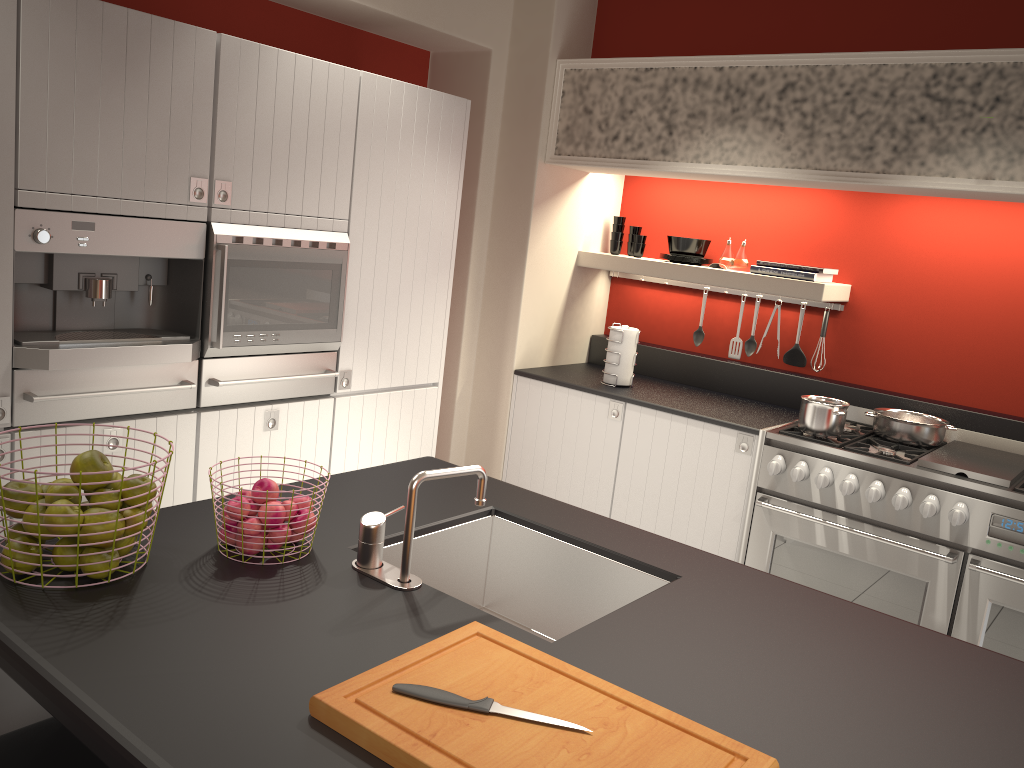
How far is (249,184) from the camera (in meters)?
3.14

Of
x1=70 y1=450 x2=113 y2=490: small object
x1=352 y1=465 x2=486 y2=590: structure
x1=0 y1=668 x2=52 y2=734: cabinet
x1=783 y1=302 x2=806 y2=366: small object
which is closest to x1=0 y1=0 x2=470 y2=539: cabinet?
x1=0 y1=668 x2=52 y2=734: cabinet

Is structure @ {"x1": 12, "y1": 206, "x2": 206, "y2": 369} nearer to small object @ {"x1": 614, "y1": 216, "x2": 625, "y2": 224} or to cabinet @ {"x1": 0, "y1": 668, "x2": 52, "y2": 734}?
cabinet @ {"x1": 0, "y1": 668, "x2": 52, "y2": 734}

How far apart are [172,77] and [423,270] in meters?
1.4

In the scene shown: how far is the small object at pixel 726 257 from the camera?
4.44m

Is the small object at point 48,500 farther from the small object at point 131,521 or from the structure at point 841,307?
the structure at point 841,307

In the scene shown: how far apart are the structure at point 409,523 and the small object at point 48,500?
0.54m

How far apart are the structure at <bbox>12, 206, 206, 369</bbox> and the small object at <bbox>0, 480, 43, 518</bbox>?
1.1 meters

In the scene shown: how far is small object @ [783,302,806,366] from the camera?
4.5 meters

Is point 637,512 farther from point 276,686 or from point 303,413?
point 276,686
